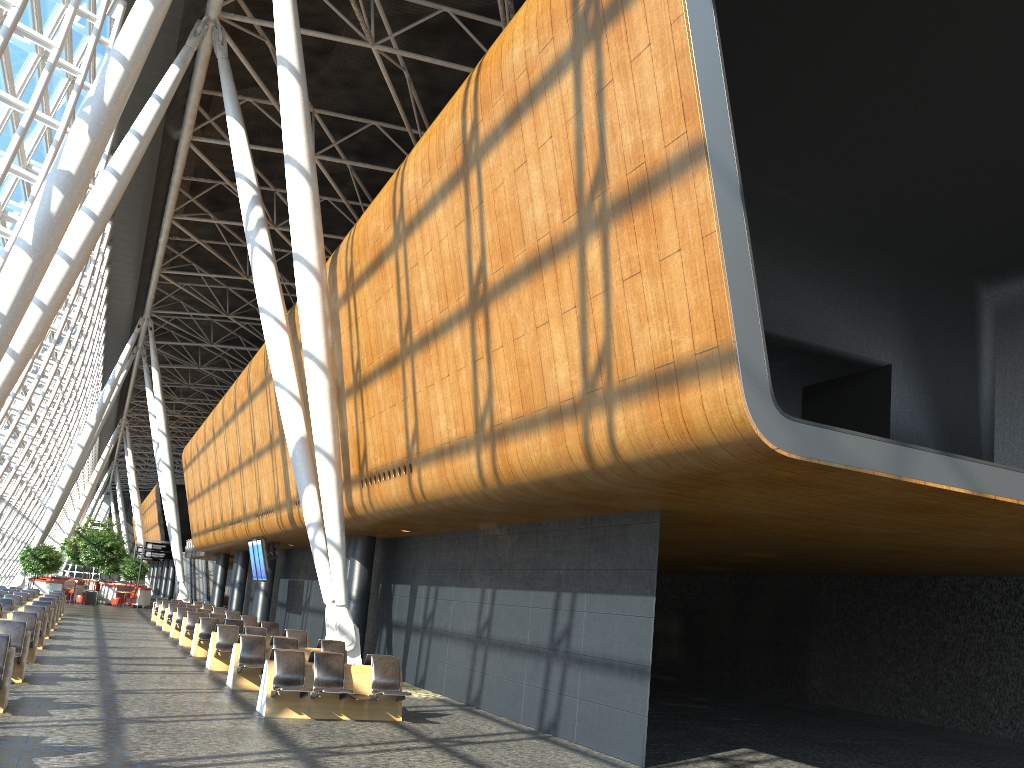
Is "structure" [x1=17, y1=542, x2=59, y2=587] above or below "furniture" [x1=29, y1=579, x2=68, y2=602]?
above

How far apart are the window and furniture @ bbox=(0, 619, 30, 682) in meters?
8.8 m

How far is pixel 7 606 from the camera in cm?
2036

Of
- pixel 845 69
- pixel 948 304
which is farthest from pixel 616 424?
pixel 948 304

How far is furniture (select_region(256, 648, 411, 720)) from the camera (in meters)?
11.40

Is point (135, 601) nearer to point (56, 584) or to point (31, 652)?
point (56, 584)

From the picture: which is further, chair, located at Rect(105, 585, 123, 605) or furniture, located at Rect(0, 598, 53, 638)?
chair, located at Rect(105, 585, 123, 605)

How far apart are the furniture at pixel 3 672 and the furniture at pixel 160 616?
20.80m

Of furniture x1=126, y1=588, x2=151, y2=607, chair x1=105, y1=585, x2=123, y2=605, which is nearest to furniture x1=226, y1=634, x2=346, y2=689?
furniture x1=126, y1=588, x2=151, y2=607

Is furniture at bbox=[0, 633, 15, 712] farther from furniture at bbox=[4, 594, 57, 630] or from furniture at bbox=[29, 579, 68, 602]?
furniture at bbox=[29, 579, 68, 602]
